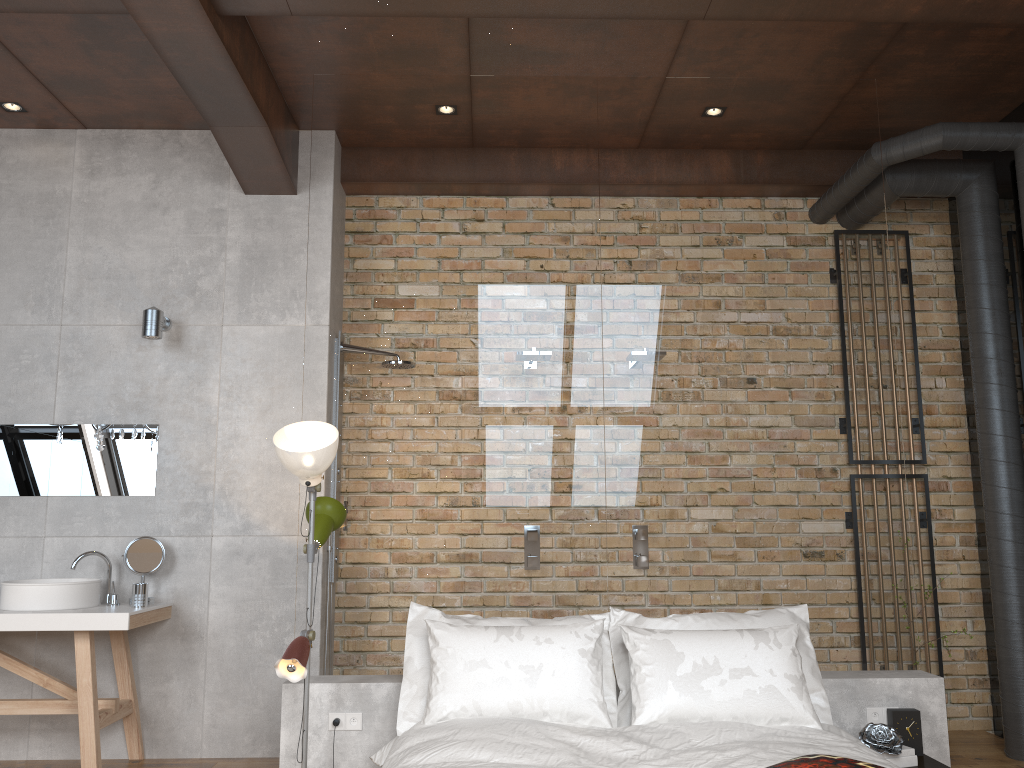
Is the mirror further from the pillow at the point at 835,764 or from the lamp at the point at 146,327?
the pillow at the point at 835,764

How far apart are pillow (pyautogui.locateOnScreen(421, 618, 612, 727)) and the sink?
1.85m

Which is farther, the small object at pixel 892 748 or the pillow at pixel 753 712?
the small object at pixel 892 748

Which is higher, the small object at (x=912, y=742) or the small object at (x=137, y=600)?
the small object at (x=137, y=600)

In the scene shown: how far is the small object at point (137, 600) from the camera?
4.3 meters

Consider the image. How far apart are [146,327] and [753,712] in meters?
3.4

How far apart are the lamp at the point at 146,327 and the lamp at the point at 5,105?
1.3 meters

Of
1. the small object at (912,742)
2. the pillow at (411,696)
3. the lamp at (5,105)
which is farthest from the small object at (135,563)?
the small object at (912,742)

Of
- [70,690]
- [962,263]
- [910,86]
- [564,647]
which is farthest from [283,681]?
[910,86]

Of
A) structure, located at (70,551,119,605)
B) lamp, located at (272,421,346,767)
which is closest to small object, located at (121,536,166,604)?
structure, located at (70,551,119,605)
